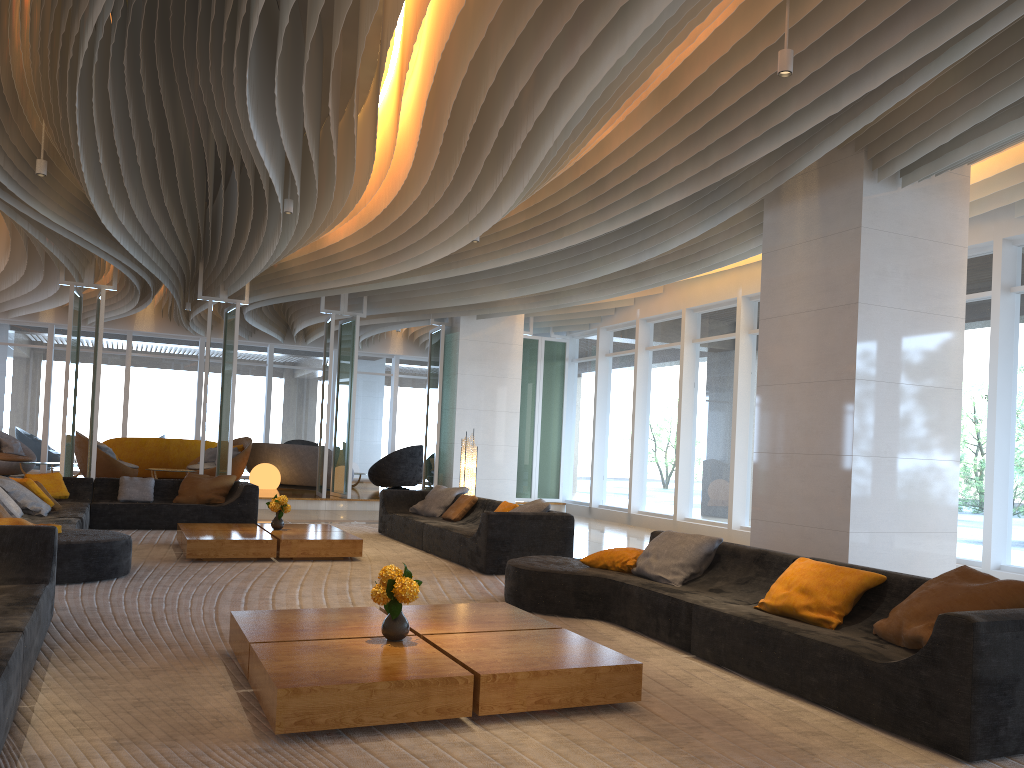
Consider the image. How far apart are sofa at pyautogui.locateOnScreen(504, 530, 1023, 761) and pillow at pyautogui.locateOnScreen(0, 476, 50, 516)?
5.1 meters

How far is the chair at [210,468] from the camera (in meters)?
17.00

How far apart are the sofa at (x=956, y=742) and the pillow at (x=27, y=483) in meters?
5.5

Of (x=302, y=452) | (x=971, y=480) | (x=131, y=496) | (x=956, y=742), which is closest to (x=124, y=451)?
(x=302, y=452)

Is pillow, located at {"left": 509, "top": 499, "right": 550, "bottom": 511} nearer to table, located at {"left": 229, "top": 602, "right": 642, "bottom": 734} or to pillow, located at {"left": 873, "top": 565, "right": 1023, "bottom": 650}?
table, located at {"left": 229, "top": 602, "right": 642, "bottom": 734}

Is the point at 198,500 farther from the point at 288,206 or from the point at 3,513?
the point at 288,206

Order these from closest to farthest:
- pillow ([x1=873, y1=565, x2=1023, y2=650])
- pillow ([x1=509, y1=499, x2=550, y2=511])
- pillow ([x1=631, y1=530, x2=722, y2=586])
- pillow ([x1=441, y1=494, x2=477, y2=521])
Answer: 1. pillow ([x1=873, y1=565, x2=1023, y2=650])
2. pillow ([x1=631, y1=530, x2=722, y2=586])
3. pillow ([x1=509, y1=499, x2=550, y2=511])
4. pillow ([x1=441, y1=494, x2=477, y2=521])

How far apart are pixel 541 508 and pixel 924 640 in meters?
4.9 m

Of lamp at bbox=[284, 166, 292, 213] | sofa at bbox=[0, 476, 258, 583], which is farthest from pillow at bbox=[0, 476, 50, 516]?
lamp at bbox=[284, 166, 292, 213]

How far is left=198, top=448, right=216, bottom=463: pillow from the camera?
17.6m
